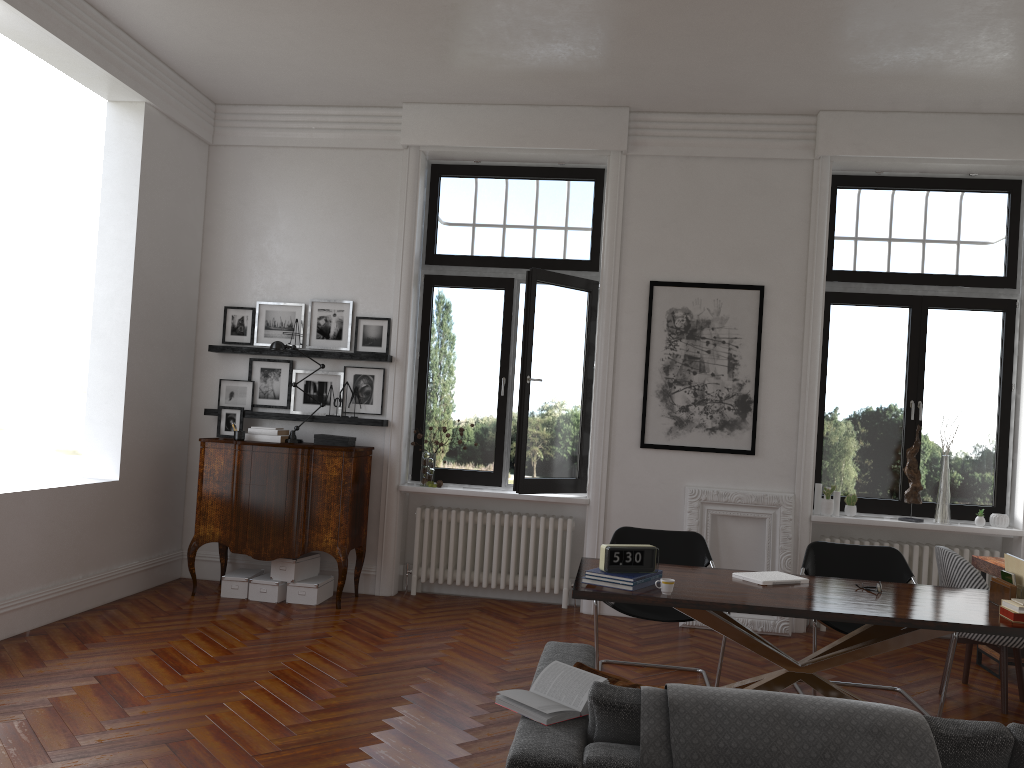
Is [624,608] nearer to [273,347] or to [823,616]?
[823,616]

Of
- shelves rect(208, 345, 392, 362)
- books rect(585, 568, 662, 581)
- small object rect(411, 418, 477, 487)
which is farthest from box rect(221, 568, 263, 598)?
books rect(585, 568, 662, 581)

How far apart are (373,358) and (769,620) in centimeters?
366cm

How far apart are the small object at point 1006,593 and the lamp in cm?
489

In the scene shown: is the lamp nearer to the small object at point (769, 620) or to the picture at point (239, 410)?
the picture at point (239, 410)

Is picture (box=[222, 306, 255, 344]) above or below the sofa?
above

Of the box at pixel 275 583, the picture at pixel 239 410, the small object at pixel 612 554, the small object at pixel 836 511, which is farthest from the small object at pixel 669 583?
the picture at pixel 239 410

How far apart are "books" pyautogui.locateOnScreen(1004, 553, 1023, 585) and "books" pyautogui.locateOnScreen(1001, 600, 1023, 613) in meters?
0.3 m

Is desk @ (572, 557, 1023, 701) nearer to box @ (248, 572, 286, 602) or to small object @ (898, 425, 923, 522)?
small object @ (898, 425, 923, 522)

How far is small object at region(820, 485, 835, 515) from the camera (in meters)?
6.80
